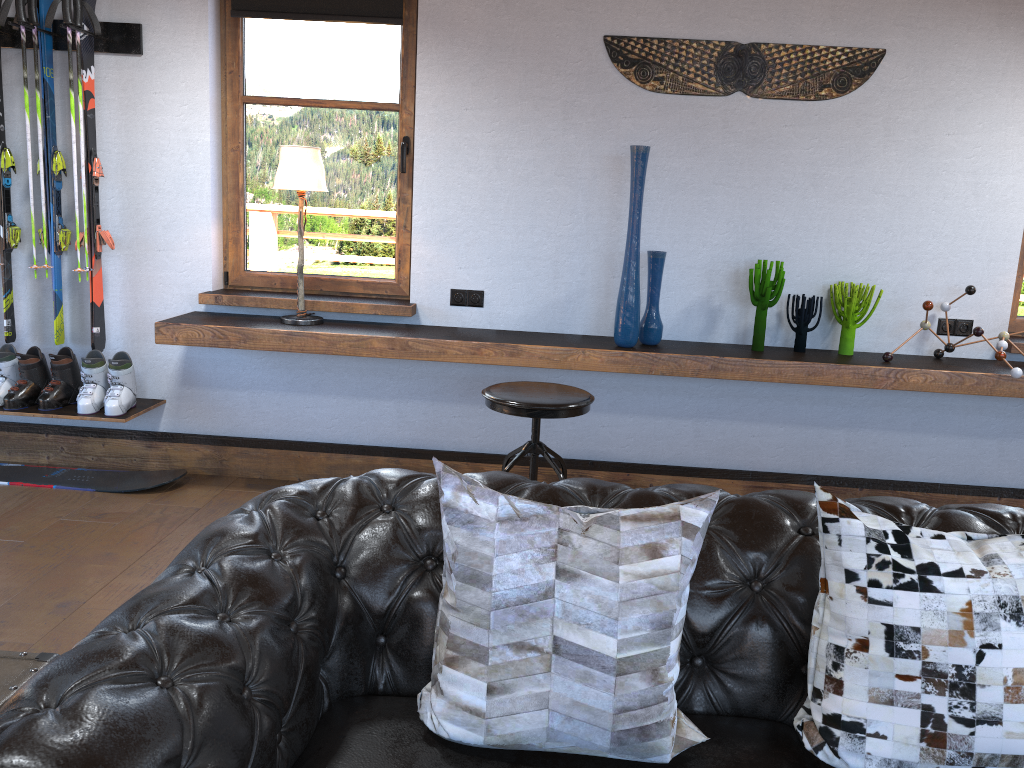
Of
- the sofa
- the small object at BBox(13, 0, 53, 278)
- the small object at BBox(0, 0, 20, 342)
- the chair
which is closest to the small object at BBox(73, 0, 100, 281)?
the small object at BBox(13, 0, 53, 278)

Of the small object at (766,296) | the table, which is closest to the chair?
the small object at (766,296)

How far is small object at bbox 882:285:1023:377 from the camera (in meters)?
3.71

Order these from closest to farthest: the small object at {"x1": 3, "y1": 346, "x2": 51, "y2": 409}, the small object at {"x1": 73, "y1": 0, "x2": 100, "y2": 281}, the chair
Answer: the chair → the small object at {"x1": 73, "y1": 0, "x2": 100, "y2": 281} → the small object at {"x1": 3, "y1": 346, "x2": 51, "y2": 409}

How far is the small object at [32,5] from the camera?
3.9 meters

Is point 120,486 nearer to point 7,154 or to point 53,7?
point 7,154

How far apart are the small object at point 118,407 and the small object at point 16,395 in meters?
0.3 m

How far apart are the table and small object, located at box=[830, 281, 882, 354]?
3.39m

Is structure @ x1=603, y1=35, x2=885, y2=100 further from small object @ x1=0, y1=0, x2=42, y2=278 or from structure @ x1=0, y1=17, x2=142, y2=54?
small object @ x1=0, y1=0, x2=42, y2=278

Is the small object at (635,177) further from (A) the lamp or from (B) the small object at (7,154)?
(B) the small object at (7,154)
